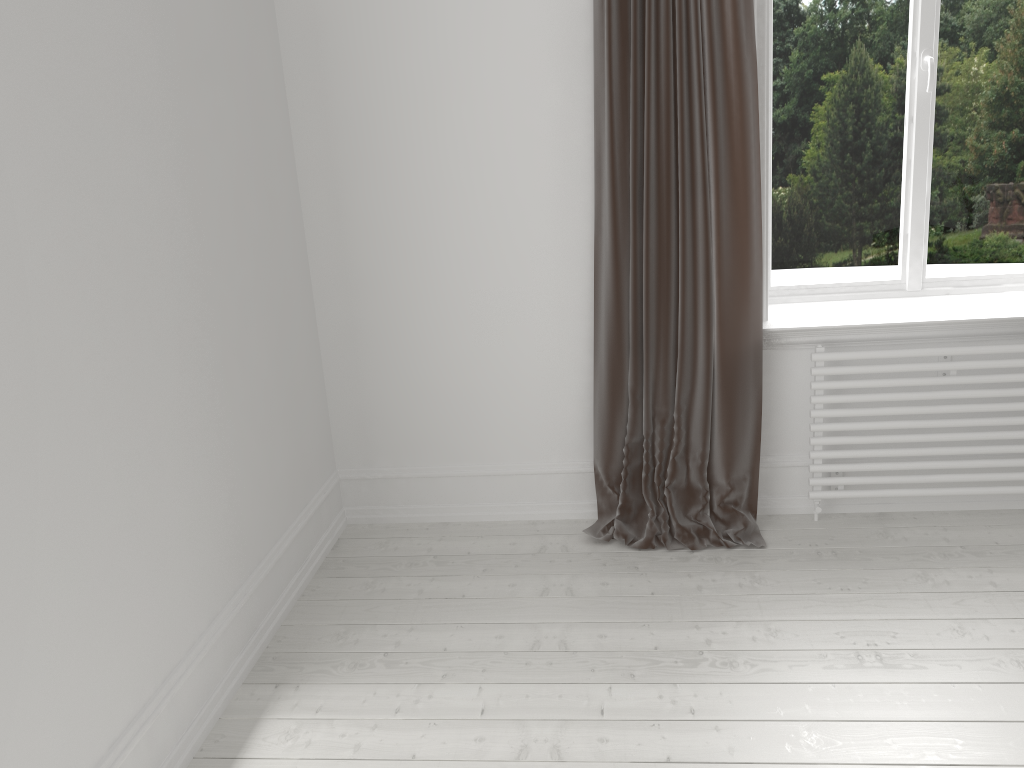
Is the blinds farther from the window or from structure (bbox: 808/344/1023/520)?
the window

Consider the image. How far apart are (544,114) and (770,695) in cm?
183

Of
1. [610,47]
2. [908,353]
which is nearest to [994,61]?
[908,353]

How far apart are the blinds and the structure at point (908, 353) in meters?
0.2 m

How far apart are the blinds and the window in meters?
0.5

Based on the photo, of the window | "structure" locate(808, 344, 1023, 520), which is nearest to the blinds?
"structure" locate(808, 344, 1023, 520)

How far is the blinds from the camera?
2.63m

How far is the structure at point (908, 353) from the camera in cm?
280

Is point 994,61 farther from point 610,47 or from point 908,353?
point 610,47

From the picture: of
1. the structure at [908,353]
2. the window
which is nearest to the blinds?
the structure at [908,353]
